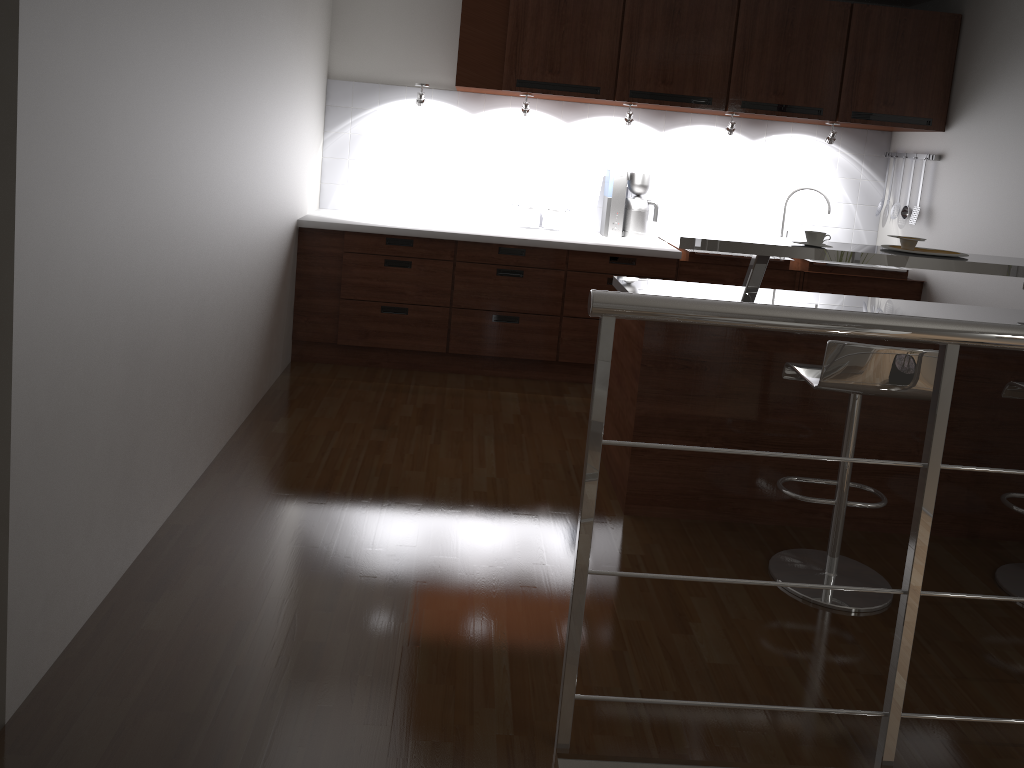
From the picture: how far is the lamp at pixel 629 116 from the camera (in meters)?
4.70

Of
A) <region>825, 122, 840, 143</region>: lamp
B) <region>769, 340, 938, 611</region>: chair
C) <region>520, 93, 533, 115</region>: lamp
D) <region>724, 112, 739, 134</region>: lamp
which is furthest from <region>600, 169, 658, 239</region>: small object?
<region>769, 340, 938, 611</region>: chair

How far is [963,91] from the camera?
4.6m

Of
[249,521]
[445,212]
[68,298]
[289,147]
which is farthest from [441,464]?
[445,212]

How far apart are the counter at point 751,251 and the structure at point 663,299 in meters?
1.1

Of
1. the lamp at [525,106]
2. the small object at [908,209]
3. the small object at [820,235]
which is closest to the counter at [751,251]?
the small object at [820,235]

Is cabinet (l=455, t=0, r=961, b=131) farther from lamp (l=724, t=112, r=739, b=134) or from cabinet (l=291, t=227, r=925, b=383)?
cabinet (l=291, t=227, r=925, b=383)

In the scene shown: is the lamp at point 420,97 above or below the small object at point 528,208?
above

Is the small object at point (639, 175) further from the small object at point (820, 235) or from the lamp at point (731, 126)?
the small object at point (820, 235)

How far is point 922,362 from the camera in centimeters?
259cm
